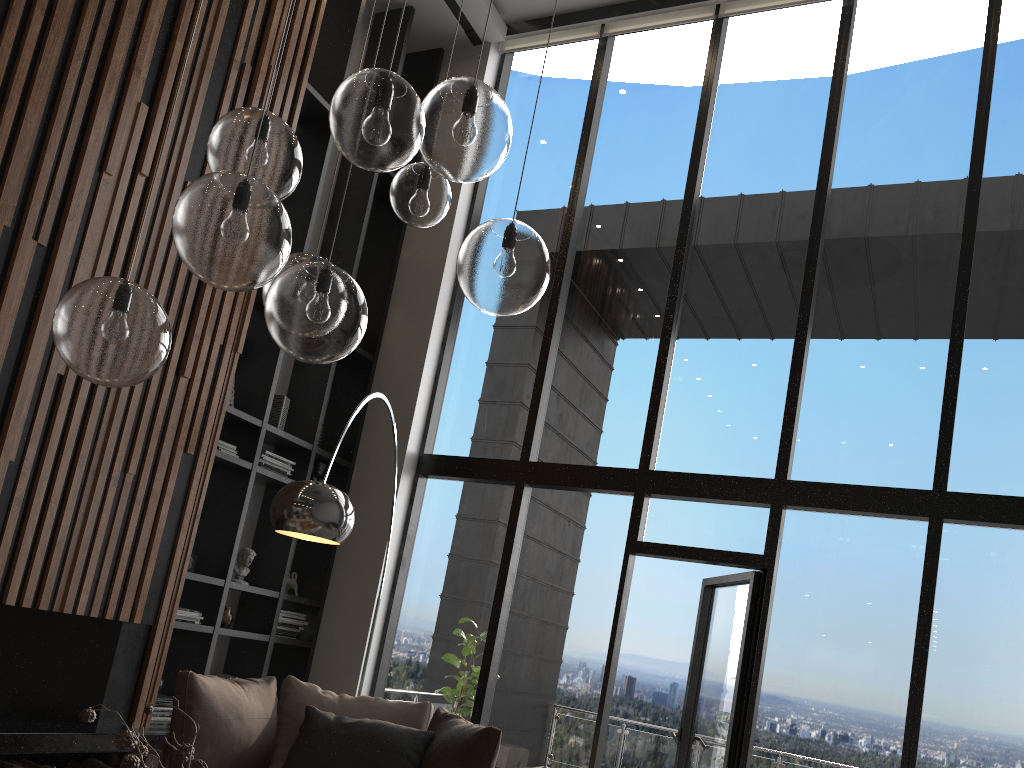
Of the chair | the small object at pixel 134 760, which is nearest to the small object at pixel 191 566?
the chair

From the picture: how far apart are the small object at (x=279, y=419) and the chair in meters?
2.0 m

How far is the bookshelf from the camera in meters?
5.4 m

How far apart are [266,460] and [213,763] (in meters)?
2.41

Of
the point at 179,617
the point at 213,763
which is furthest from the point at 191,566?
the point at 213,763

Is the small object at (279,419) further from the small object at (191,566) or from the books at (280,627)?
the books at (280,627)

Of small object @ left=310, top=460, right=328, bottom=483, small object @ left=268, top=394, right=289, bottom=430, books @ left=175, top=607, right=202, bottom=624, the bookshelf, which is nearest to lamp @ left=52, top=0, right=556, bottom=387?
the bookshelf

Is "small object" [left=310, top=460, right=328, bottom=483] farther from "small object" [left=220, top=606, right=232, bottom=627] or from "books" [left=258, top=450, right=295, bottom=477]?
"small object" [left=220, top=606, right=232, bottom=627]

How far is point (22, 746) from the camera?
3.79m

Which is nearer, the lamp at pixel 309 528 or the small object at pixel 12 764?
the lamp at pixel 309 528
